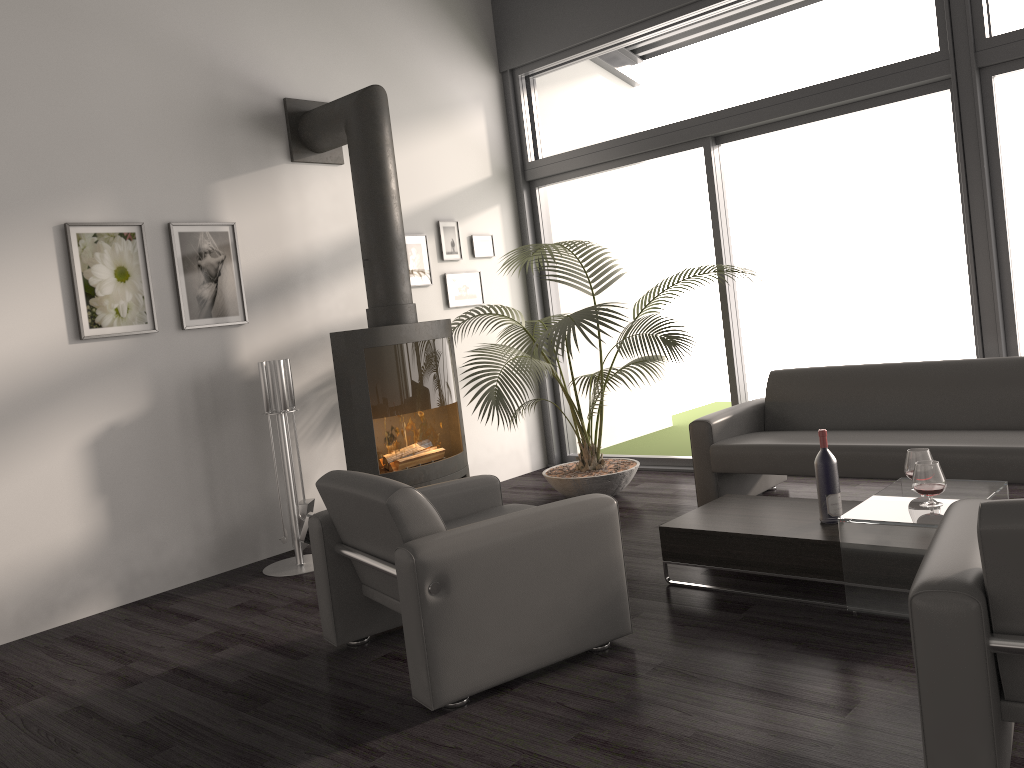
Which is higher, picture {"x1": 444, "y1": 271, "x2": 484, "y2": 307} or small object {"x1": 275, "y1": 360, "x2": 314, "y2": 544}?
picture {"x1": 444, "y1": 271, "x2": 484, "y2": 307}

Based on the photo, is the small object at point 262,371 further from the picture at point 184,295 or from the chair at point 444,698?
the chair at point 444,698

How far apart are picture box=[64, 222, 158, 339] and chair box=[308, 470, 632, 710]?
1.8 meters

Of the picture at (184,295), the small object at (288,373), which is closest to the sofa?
the small object at (288,373)

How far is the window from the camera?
4.6m

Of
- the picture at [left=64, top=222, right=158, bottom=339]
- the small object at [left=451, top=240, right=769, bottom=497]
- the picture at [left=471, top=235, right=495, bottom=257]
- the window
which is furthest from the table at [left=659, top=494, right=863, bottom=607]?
the picture at [left=471, top=235, right=495, bottom=257]

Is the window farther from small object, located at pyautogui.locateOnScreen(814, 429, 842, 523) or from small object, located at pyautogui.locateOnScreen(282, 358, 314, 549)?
small object, located at pyautogui.locateOnScreen(282, 358, 314, 549)

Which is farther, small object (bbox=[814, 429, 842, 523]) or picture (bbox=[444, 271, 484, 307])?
picture (bbox=[444, 271, 484, 307])

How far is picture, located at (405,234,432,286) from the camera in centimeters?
599cm

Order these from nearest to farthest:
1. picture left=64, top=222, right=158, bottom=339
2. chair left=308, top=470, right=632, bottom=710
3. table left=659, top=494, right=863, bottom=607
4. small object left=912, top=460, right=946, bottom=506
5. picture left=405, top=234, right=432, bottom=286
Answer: chair left=308, top=470, right=632, bottom=710 < small object left=912, top=460, right=946, bottom=506 < table left=659, top=494, right=863, bottom=607 < picture left=64, top=222, right=158, bottom=339 < picture left=405, top=234, right=432, bottom=286
